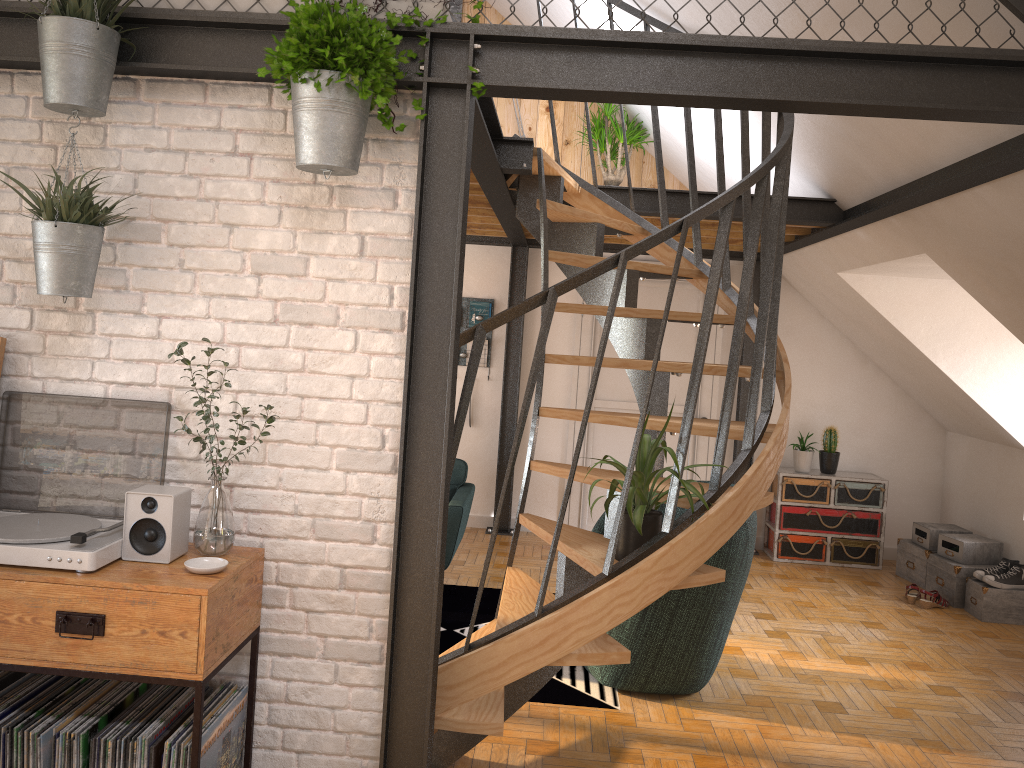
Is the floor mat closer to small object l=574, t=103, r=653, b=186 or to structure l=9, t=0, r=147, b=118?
structure l=9, t=0, r=147, b=118

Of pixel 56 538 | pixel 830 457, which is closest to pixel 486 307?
pixel 830 457

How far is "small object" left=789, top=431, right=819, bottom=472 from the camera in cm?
693

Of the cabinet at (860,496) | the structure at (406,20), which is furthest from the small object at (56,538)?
the cabinet at (860,496)

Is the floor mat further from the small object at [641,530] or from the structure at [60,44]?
the structure at [60,44]

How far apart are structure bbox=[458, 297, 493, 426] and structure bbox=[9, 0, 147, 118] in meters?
4.8

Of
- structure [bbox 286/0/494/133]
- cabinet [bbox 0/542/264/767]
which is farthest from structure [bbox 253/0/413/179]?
cabinet [bbox 0/542/264/767]

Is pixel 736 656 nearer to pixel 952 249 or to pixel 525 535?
pixel 952 249

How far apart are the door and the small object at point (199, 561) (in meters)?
4.90

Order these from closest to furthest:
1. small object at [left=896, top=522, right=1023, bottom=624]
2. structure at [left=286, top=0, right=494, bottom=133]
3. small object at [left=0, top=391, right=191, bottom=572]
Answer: small object at [left=0, top=391, right=191, bottom=572] → structure at [left=286, top=0, right=494, bottom=133] → small object at [left=896, top=522, right=1023, bottom=624]
